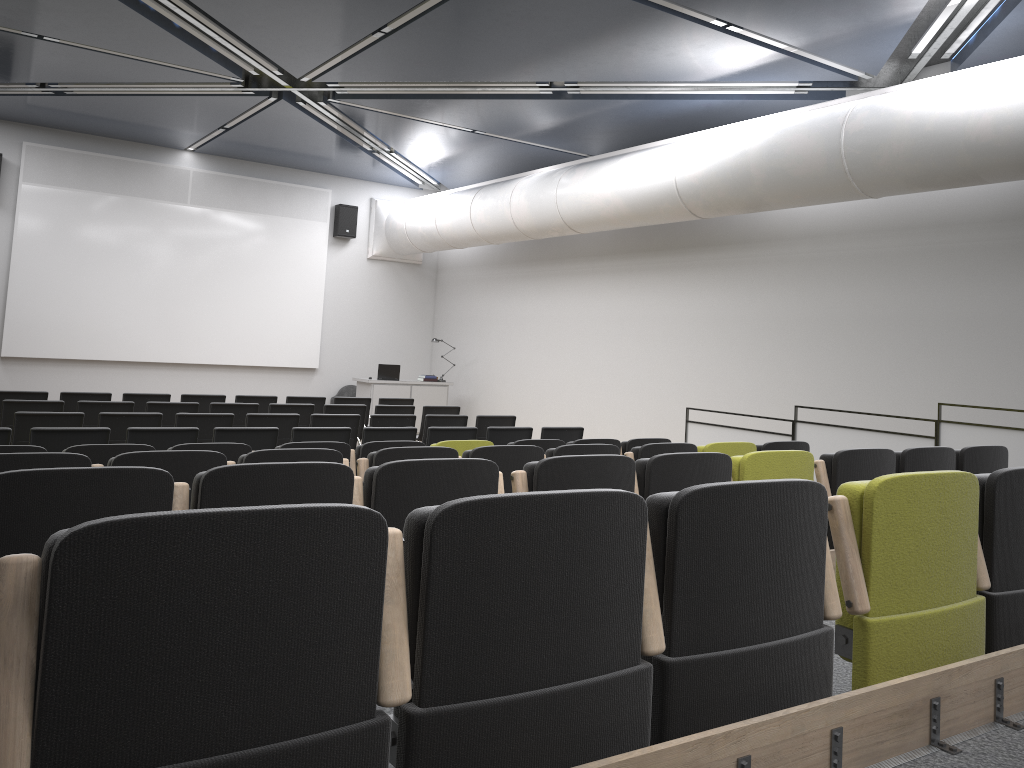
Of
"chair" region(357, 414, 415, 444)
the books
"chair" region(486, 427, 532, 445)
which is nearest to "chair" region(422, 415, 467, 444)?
"chair" region(357, 414, 415, 444)

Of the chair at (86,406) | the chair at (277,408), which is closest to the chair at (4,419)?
the chair at (86,406)

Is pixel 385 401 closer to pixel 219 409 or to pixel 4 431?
pixel 219 409

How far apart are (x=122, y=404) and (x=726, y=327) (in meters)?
7.42

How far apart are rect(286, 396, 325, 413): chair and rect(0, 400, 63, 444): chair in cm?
318

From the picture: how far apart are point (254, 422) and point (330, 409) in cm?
187

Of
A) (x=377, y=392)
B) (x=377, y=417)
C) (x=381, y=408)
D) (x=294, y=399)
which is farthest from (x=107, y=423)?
(x=377, y=392)

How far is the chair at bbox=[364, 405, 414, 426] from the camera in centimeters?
1106cm

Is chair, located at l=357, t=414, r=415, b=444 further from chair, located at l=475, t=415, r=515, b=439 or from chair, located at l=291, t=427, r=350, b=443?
chair, located at l=291, t=427, r=350, b=443

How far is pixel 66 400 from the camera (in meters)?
10.23
